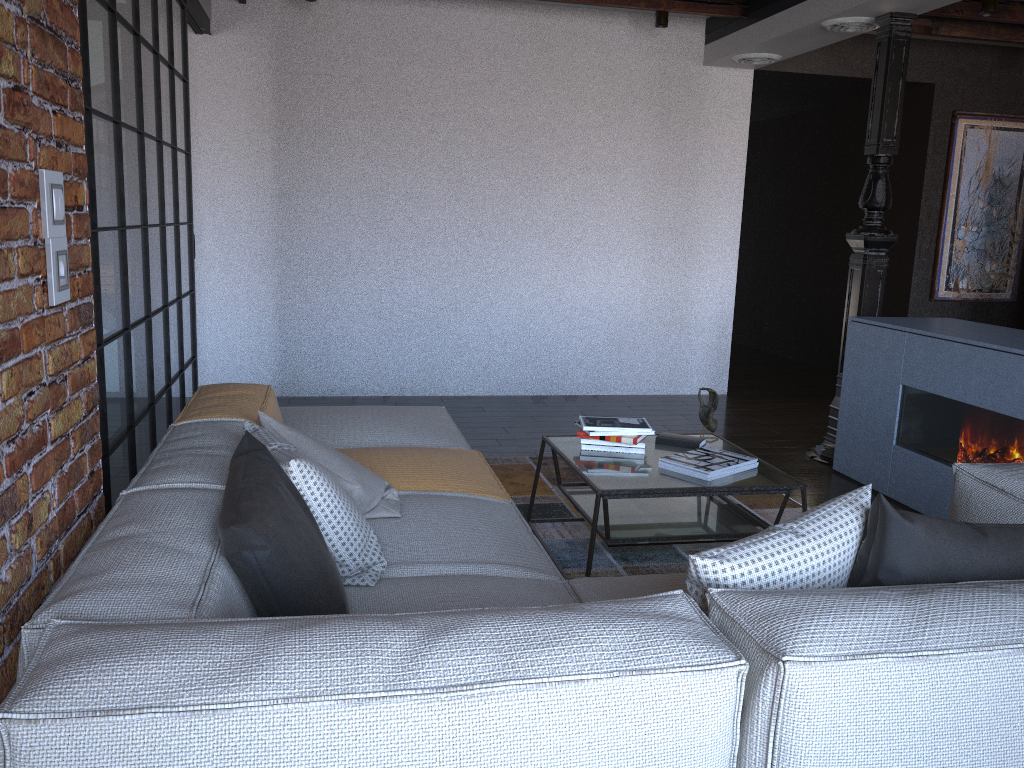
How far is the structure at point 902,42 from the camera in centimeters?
462cm

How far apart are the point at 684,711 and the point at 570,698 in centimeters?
17cm

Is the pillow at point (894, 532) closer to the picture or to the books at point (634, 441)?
the books at point (634, 441)

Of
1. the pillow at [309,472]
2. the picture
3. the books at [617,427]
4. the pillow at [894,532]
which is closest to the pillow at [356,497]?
the pillow at [309,472]

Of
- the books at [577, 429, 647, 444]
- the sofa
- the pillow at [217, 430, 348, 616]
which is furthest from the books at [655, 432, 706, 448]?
the pillow at [217, 430, 348, 616]

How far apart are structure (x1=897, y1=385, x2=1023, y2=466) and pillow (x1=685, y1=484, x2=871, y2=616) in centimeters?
215cm

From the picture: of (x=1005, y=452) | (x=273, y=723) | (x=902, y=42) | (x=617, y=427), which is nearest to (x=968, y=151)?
Result: (x=902, y=42)

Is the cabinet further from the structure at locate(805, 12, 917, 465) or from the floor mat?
the floor mat

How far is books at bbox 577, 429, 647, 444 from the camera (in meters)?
3.35

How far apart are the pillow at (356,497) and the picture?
5.83m
